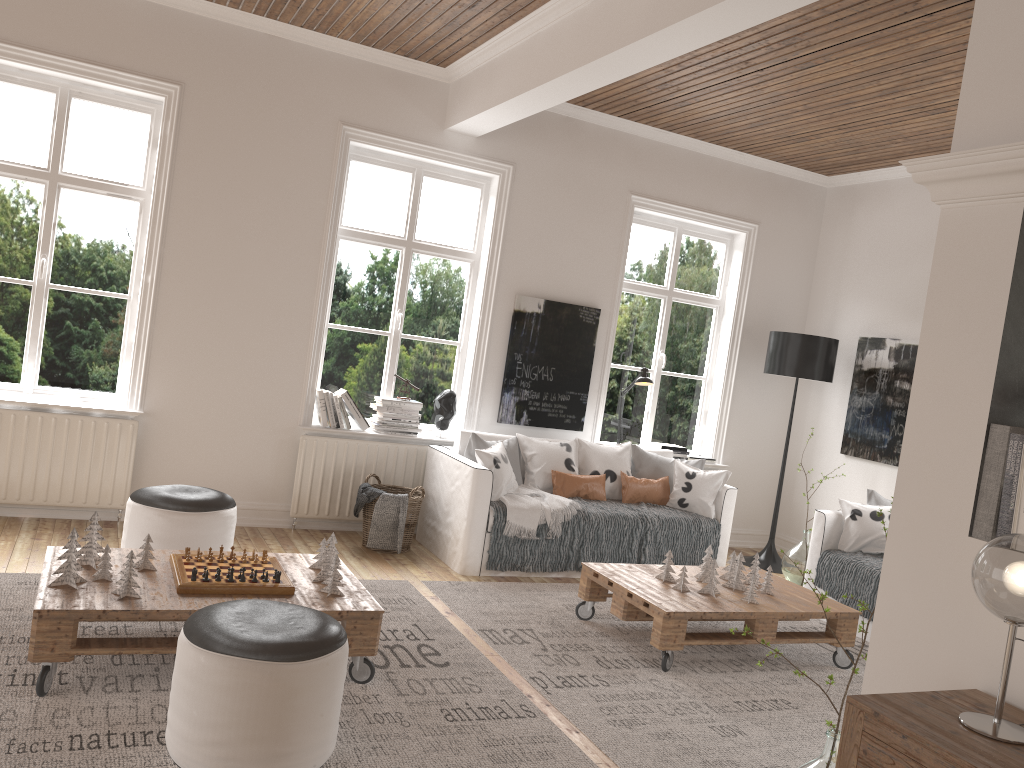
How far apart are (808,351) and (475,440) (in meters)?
2.60

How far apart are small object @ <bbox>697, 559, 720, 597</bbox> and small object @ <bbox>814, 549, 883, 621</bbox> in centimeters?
120cm

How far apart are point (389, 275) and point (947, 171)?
4.3 meters

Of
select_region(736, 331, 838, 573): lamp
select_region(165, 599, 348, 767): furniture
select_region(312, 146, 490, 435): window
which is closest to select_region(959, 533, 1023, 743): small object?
select_region(165, 599, 348, 767): furniture

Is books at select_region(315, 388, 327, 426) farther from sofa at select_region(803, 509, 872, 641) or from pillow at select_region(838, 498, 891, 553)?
pillow at select_region(838, 498, 891, 553)

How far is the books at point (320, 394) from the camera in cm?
570

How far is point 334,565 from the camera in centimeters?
348cm

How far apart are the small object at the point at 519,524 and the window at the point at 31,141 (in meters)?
2.40

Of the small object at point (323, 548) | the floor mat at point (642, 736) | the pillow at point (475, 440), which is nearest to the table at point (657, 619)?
the floor mat at point (642, 736)

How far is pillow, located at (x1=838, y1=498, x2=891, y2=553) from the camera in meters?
5.3 m
